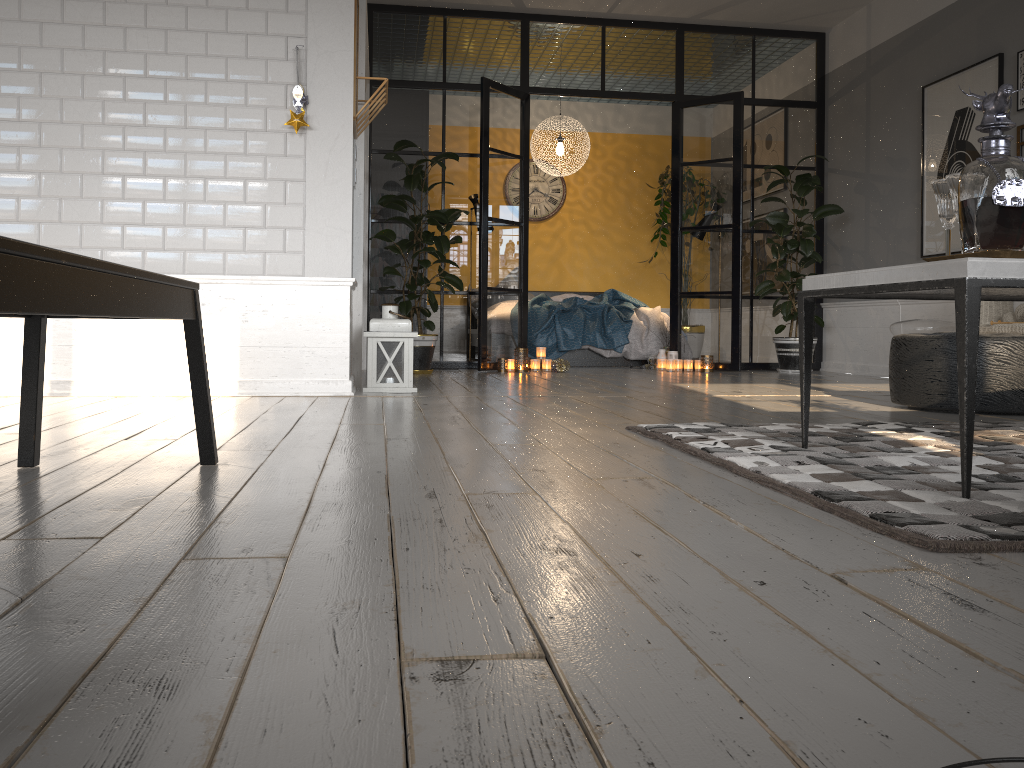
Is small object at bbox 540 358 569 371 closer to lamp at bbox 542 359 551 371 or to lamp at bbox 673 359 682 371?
lamp at bbox 542 359 551 371

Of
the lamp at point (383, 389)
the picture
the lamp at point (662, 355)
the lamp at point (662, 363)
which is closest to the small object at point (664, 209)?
the lamp at point (662, 355)

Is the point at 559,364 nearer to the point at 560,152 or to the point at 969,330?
the point at 560,152

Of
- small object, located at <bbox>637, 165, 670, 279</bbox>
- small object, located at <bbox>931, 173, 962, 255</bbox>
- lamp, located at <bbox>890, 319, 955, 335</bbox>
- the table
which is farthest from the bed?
small object, located at <bbox>931, 173, 962, 255</bbox>

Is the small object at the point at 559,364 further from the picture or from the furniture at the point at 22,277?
the furniture at the point at 22,277

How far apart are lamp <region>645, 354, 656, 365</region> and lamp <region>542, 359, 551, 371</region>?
1.18m

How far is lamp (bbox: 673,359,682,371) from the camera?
7.4m

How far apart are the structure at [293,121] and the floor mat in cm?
240

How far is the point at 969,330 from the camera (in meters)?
1.80

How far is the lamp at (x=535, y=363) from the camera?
7.1m
